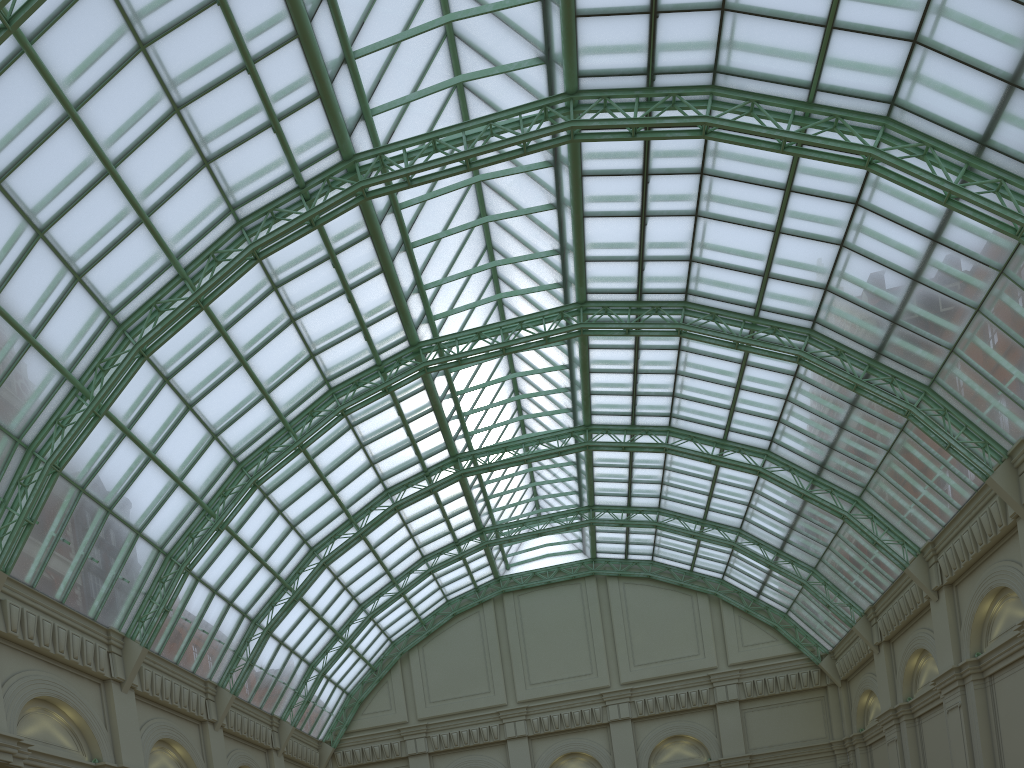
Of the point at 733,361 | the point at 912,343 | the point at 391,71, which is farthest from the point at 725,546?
the point at 391,71

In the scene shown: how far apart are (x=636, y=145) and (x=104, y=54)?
22.4 meters

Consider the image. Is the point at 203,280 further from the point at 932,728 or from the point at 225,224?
the point at 932,728
